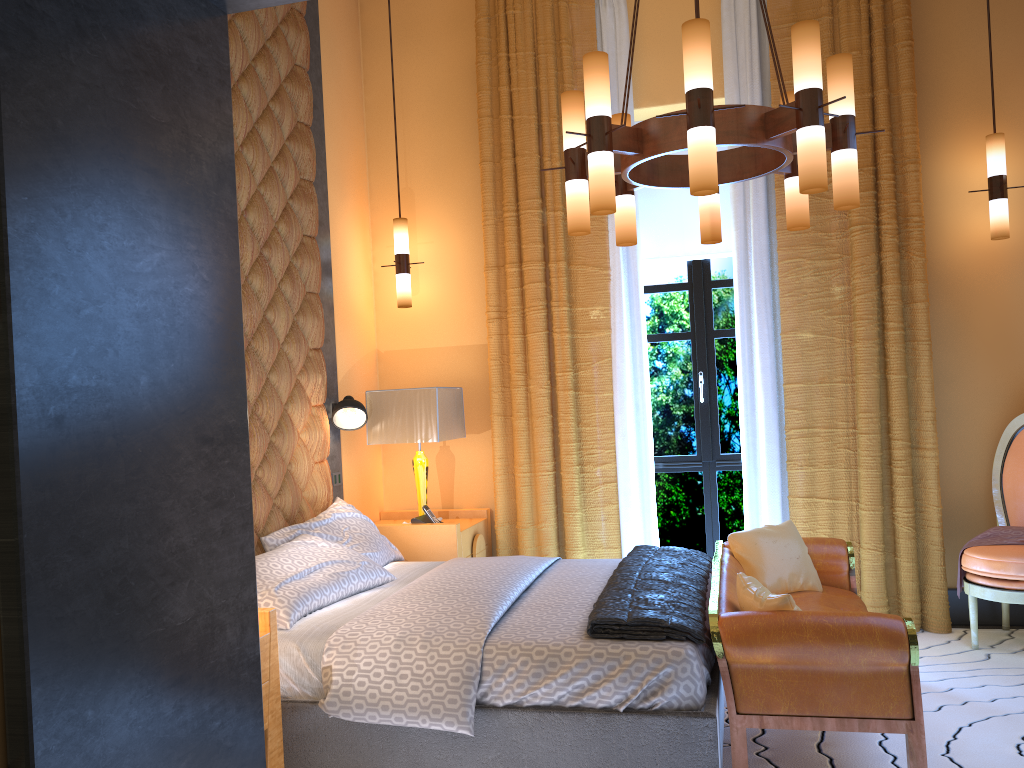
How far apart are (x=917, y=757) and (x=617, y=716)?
0.91m

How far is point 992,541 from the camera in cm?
431

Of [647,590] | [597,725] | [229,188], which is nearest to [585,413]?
[647,590]

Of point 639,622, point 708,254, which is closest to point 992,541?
point 708,254

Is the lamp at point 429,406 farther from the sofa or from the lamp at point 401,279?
the sofa

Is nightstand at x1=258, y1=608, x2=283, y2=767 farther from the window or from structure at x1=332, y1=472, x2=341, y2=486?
the window

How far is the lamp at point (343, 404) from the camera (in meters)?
4.67

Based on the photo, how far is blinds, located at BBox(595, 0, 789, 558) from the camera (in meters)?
4.88

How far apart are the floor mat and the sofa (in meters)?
0.32

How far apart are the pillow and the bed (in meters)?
0.18
